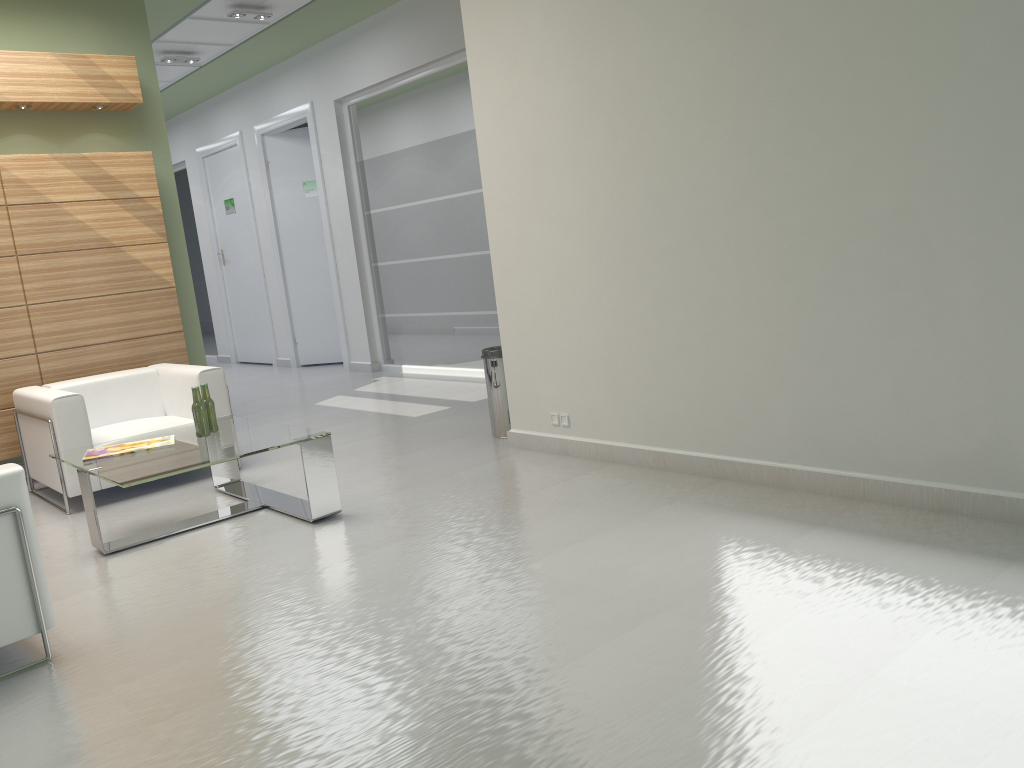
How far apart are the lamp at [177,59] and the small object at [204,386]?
10.4 meters

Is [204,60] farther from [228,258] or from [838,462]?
[838,462]

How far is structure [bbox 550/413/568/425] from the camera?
9.0 meters

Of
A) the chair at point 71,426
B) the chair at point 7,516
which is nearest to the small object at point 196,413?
the chair at point 71,426

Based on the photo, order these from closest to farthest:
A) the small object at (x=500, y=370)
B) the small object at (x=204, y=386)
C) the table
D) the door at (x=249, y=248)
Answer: the table < the small object at (x=204, y=386) < the small object at (x=500, y=370) < the door at (x=249, y=248)

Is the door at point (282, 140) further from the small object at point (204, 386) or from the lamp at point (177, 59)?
the small object at point (204, 386)

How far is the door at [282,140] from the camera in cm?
1910

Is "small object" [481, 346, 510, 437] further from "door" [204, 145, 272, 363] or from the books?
"door" [204, 145, 272, 363]

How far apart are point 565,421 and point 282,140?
12.78m

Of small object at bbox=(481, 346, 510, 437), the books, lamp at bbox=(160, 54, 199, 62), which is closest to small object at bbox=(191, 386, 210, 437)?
the books
